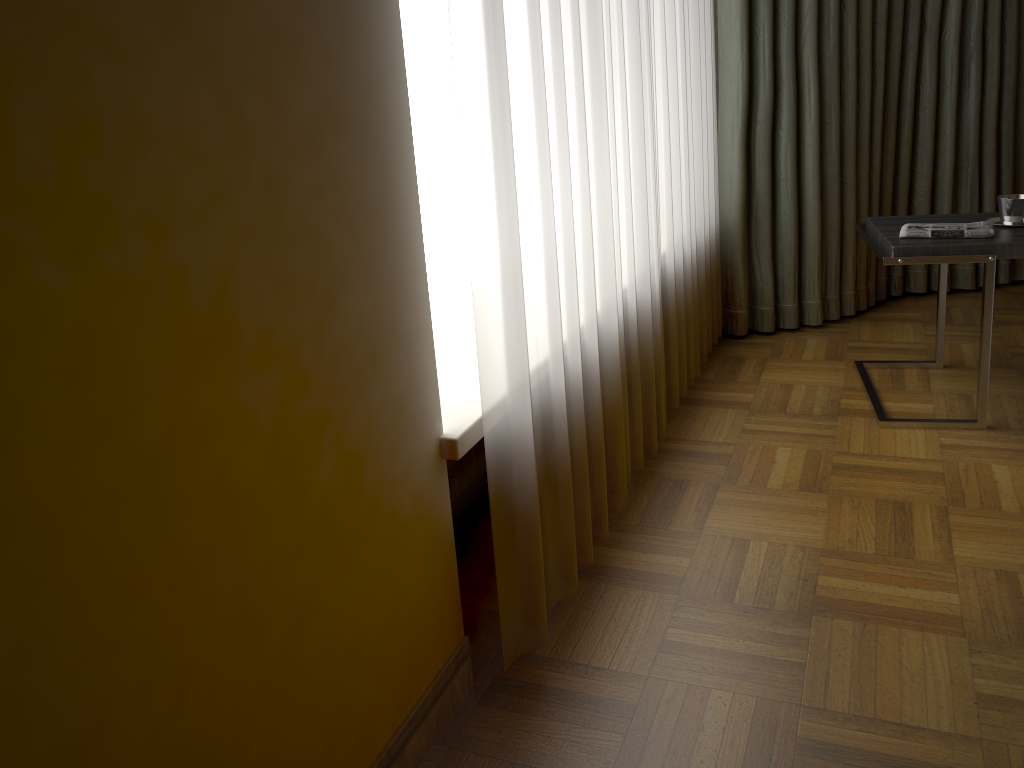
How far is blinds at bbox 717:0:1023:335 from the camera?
3.1m

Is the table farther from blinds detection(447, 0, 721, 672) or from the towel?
blinds detection(447, 0, 721, 672)

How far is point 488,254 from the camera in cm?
139

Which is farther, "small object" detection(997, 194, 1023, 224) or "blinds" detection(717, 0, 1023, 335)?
"blinds" detection(717, 0, 1023, 335)

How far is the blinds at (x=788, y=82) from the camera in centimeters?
315cm

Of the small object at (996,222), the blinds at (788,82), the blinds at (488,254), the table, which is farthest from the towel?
the blinds at (788,82)

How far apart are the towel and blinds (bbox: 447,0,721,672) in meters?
0.6 m

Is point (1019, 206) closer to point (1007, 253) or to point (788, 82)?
point (1007, 253)

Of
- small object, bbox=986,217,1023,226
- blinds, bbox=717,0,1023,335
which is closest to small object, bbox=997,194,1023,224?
small object, bbox=986,217,1023,226

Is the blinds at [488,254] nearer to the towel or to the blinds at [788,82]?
the blinds at [788,82]
